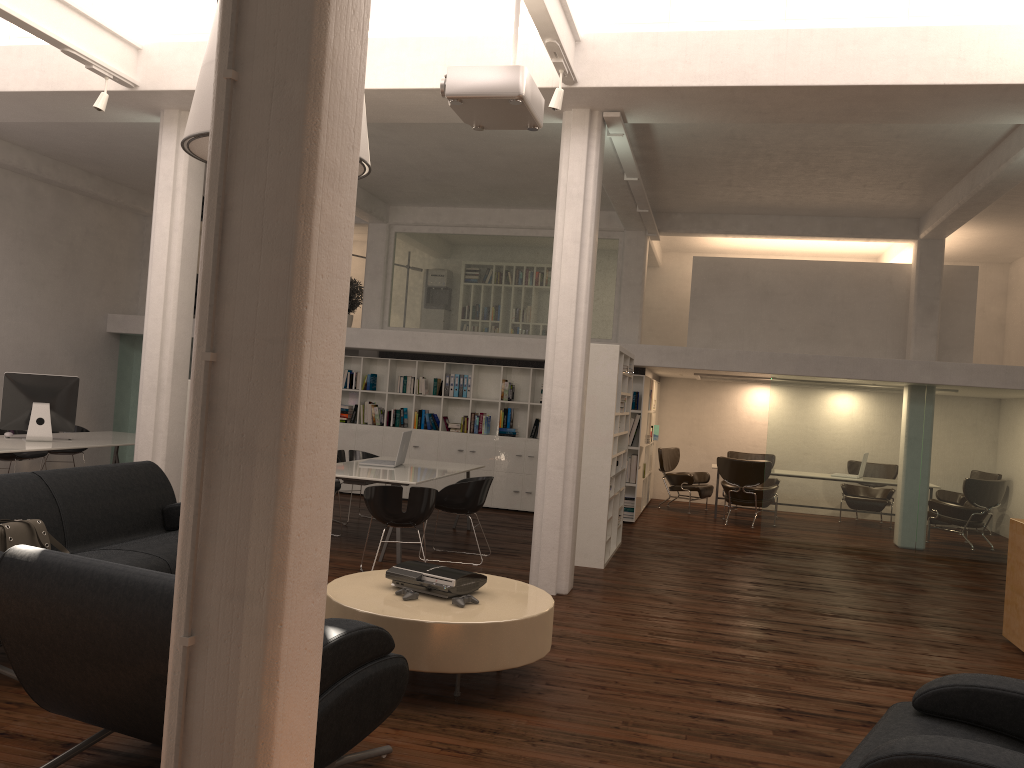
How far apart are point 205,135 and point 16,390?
7.2m

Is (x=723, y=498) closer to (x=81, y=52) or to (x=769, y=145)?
(x=769, y=145)

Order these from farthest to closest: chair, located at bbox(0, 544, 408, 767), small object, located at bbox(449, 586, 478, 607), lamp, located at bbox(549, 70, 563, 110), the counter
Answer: the counter → lamp, located at bbox(549, 70, 563, 110) → small object, located at bbox(449, 586, 478, 607) → chair, located at bbox(0, 544, 408, 767)

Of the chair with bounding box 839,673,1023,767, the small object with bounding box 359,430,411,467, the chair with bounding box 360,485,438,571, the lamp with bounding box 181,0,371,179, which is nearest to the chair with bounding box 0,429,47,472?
the small object with bounding box 359,430,411,467

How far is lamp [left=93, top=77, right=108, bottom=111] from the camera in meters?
9.1

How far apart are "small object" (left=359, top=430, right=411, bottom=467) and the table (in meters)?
4.92

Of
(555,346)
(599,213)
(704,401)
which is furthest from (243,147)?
(704,401)

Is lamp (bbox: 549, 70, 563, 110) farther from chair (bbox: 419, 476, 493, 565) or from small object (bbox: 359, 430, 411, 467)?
small object (bbox: 359, 430, 411, 467)

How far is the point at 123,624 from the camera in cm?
375

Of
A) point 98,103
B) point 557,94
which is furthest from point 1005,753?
point 98,103
